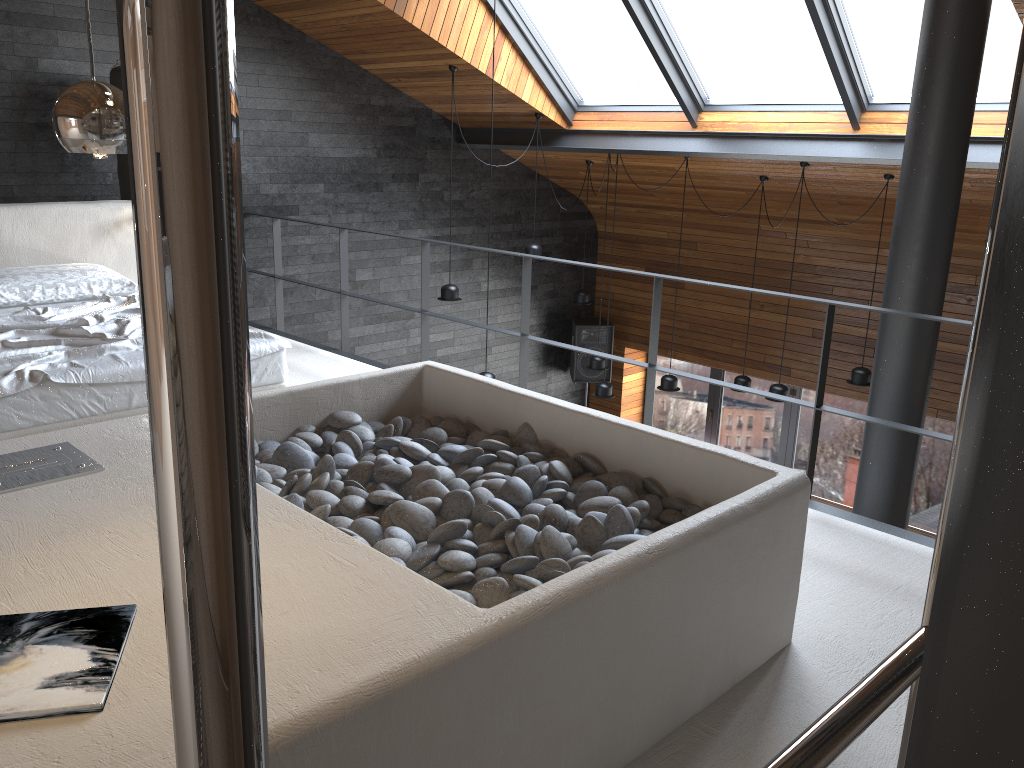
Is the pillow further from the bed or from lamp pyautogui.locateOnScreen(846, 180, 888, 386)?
lamp pyautogui.locateOnScreen(846, 180, 888, 386)

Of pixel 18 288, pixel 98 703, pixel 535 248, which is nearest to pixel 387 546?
pixel 98 703

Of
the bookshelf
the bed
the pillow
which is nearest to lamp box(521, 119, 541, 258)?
the pillow

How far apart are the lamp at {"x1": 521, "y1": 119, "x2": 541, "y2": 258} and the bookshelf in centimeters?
732cm

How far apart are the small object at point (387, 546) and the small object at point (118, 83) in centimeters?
350cm

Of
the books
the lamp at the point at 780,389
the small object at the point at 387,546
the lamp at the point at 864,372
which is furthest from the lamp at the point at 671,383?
the books

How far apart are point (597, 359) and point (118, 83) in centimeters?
454cm

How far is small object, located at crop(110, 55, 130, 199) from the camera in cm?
593

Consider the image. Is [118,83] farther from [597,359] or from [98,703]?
[98,703]

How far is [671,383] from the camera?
8.0 meters
